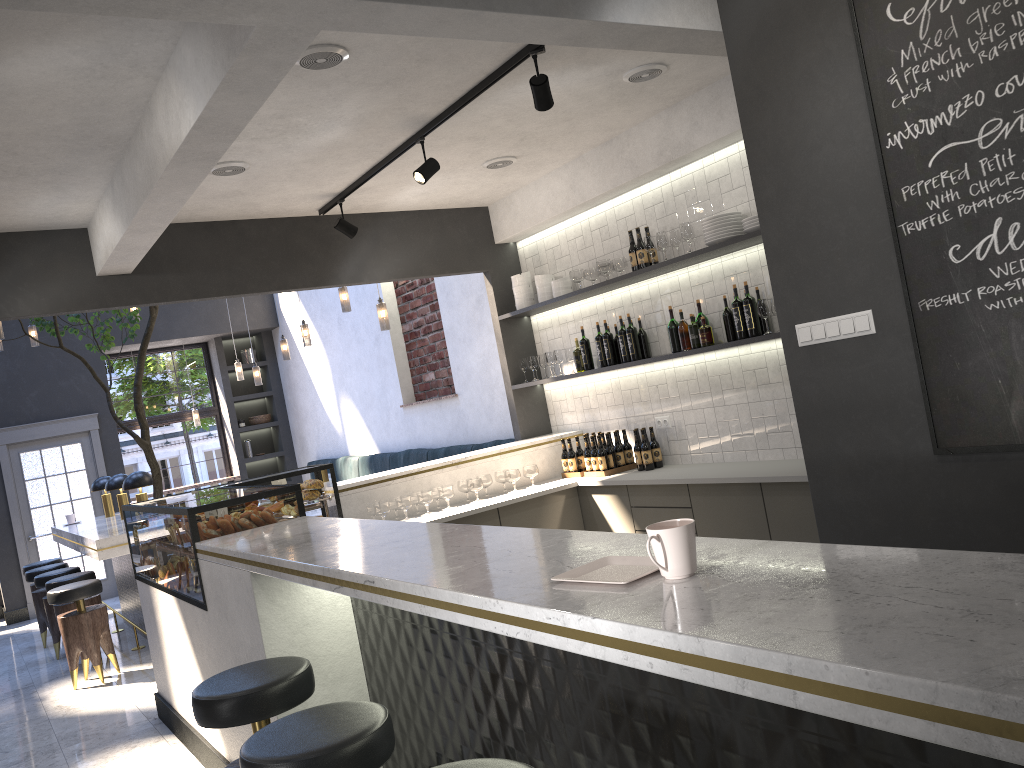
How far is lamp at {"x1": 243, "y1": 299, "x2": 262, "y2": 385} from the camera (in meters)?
10.11

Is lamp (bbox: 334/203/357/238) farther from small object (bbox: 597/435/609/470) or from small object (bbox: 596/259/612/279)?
small object (bbox: 597/435/609/470)

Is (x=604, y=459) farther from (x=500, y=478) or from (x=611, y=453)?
(x=500, y=478)

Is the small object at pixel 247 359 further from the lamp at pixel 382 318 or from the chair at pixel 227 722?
the chair at pixel 227 722

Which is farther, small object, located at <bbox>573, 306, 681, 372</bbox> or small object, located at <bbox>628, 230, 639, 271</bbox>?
small object, located at <bbox>628, 230, 639, 271</bbox>

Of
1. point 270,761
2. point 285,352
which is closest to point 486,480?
point 285,352

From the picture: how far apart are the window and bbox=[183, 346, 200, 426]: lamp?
0.23m

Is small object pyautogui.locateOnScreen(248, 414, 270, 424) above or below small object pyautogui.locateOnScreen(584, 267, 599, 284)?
below

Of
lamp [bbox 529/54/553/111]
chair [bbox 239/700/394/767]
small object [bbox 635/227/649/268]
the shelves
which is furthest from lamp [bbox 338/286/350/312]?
chair [bbox 239/700/394/767]

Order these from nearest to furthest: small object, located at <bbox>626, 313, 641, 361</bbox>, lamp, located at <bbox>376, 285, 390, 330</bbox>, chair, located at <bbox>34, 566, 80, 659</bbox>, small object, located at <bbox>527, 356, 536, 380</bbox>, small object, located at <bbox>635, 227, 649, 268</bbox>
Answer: small object, located at <bbox>635, 227, 649, 268</bbox>, small object, located at <bbox>626, 313, 641, 361</bbox>, small object, located at <bbox>527, 356, 536, 380</bbox>, lamp, located at <bbox>376, 285, 390, 330</bbox>, chair, located at <bbox>34, 566, 80, 659</bbox>
